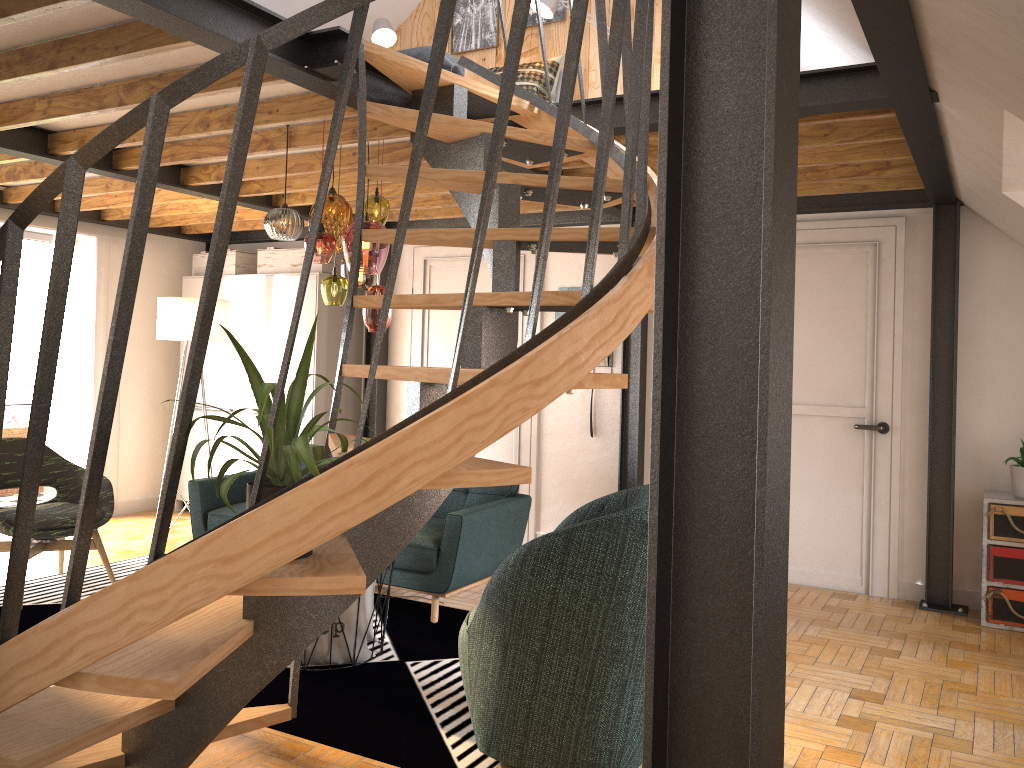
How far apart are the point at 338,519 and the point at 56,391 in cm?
579

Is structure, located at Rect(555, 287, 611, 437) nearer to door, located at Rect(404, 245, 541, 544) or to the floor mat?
door, located at Rect(404, 245, 541, 544)

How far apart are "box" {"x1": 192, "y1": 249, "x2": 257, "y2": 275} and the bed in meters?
2.7 m

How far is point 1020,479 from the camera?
4.8 meters

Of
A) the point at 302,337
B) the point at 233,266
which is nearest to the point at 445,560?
the point at 302,337

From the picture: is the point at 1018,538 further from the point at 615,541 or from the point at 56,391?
the point at 56,391

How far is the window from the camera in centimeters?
676cm

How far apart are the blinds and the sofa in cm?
201

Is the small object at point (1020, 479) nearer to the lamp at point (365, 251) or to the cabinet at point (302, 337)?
the lamp at point (365, 251)

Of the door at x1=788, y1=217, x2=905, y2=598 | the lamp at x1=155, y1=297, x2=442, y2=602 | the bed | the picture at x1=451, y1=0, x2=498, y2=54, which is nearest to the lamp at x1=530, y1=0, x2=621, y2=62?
the bed
